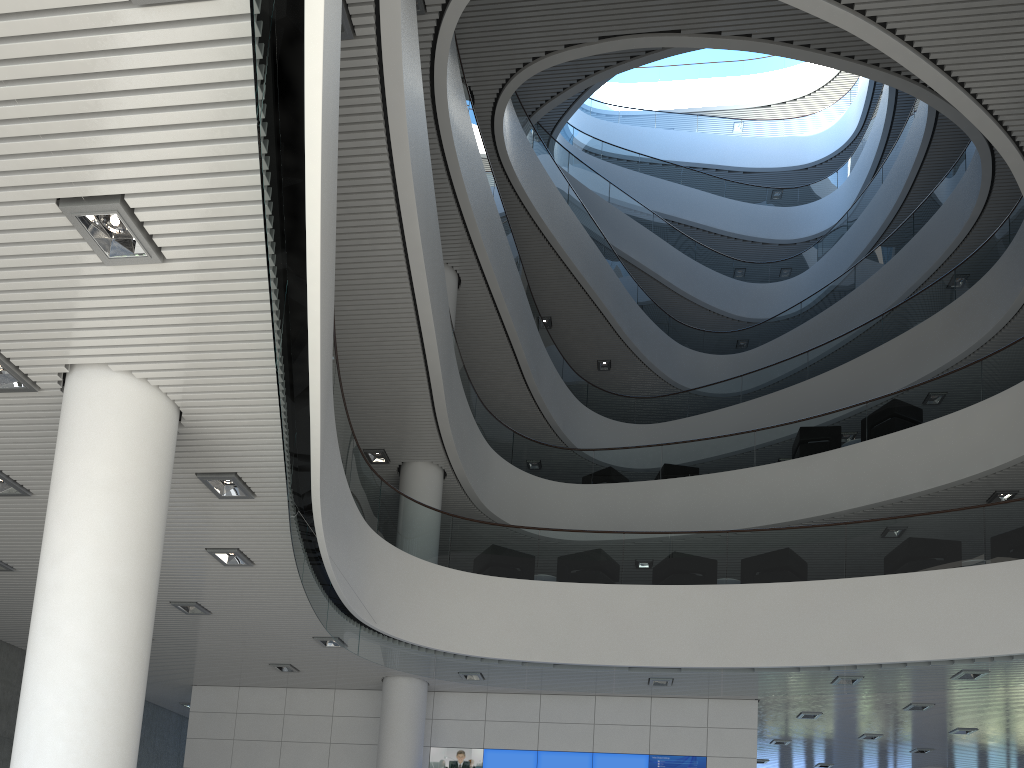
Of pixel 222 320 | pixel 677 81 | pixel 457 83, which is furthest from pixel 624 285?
pixel 222 320

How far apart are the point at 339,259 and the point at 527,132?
6.9m

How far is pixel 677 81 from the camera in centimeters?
2196cm
